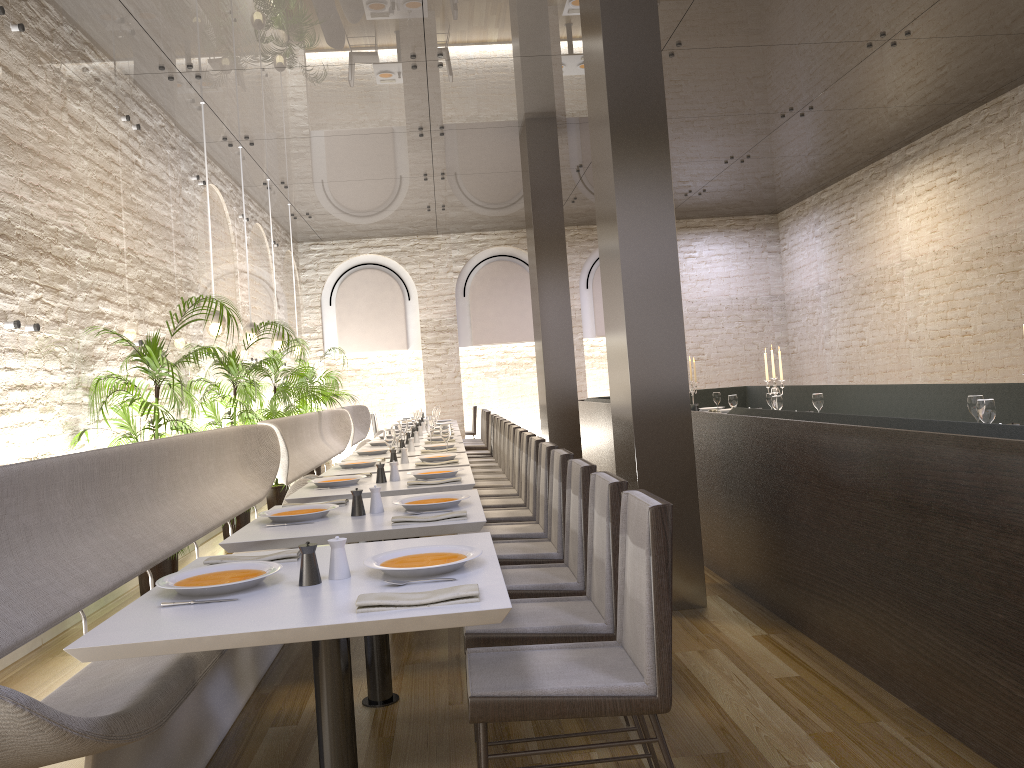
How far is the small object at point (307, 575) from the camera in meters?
2.3

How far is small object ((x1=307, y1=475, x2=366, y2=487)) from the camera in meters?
4.7

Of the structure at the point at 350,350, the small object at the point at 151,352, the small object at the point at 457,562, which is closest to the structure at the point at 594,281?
the structure at the point at 350,350

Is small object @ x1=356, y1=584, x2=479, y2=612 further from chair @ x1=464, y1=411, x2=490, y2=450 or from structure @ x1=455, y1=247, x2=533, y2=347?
structure @ x1=455, y1=247, x2=533, y2=347

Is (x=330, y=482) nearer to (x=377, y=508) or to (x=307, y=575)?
(x=377, y=508)

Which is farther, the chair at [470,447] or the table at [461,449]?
the chair at [470,447]

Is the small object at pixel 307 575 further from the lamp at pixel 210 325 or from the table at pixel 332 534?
the lamp at pixel 210 325

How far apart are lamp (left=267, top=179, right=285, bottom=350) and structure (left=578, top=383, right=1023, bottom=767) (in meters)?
3.60

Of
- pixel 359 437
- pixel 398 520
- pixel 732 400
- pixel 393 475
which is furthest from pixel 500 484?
pixel 359 437

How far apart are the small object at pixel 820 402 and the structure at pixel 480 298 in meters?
8.5 m
